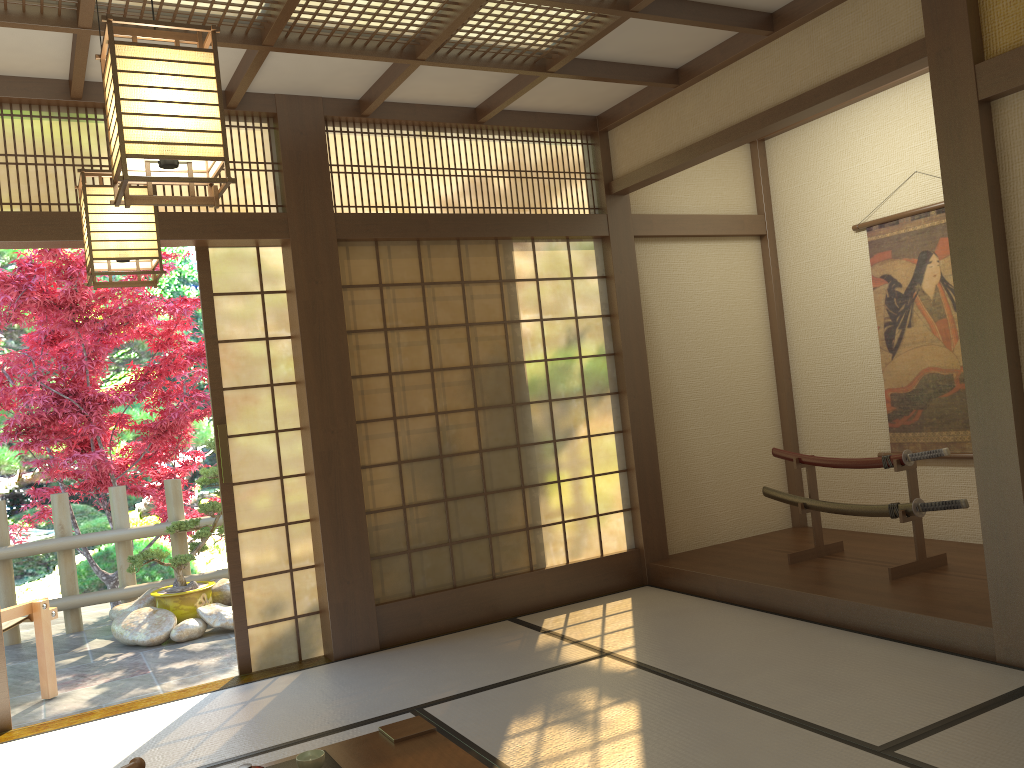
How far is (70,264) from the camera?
6.4m

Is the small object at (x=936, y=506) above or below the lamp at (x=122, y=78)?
below

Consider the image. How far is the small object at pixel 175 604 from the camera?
6.2m

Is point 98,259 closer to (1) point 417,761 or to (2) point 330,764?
(2) point 330,764

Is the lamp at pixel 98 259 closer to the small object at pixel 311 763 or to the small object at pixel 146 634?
the small object at pixel 311 763

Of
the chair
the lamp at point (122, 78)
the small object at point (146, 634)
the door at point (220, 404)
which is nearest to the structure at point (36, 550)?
the small object at point (146, 634)

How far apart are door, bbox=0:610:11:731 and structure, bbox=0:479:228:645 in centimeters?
249cm

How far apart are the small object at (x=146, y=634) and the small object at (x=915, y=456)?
3.7m

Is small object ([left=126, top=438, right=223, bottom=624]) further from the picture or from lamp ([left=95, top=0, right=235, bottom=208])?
the picture

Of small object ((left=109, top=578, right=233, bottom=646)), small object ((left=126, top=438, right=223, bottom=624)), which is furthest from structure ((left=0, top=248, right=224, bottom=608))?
small object ((left=109, top=578, right=233, bottom=646))
